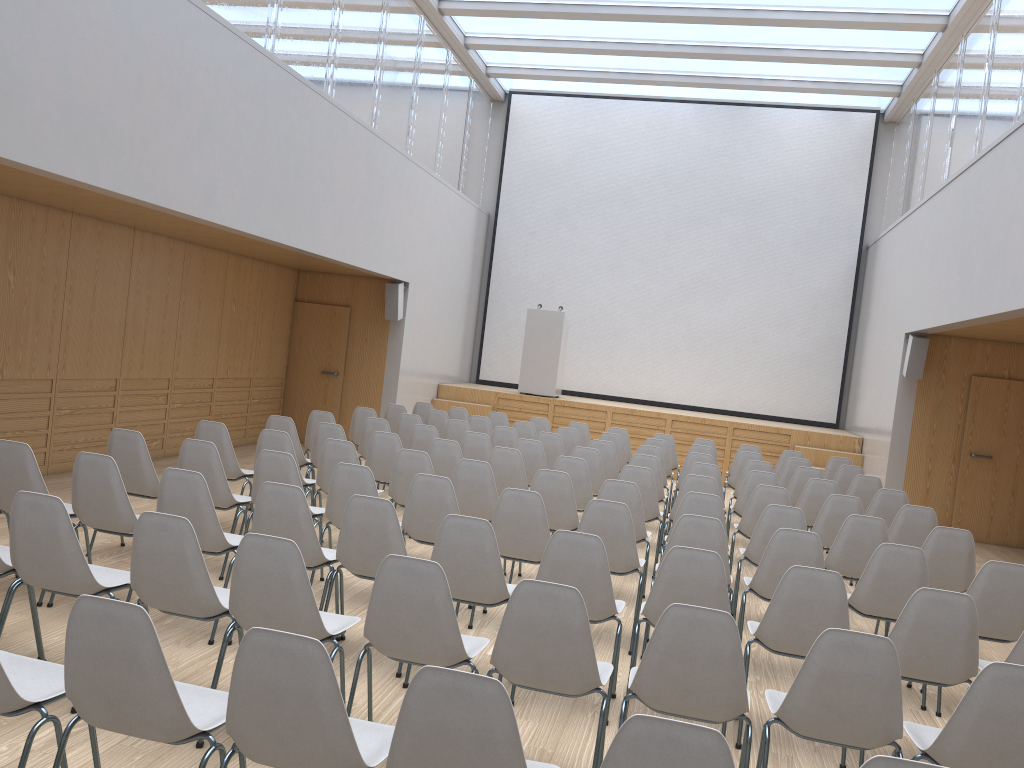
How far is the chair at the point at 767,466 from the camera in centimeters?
875cm

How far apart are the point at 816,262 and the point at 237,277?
9.3 meters

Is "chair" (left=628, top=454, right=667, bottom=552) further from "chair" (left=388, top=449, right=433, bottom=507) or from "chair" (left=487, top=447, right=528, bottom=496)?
"chair" (left=388, top=449, right=433, bottom=507)

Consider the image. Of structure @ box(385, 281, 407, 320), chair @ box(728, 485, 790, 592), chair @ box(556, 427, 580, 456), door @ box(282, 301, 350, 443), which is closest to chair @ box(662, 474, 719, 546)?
chair @ box(728, 485, 790, 592)

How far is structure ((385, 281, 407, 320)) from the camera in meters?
12.2 m

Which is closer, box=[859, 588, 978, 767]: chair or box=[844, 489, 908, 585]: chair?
box=[859, 588, 978, 767]: chair

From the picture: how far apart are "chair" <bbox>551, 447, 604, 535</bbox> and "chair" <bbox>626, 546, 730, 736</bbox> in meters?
3.6 m

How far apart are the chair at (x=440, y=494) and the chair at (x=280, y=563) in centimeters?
159cm

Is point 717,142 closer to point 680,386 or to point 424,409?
point 680,386

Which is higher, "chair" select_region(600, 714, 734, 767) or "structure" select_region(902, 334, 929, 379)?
"structure" select_region(902, 334, 929, 379)
